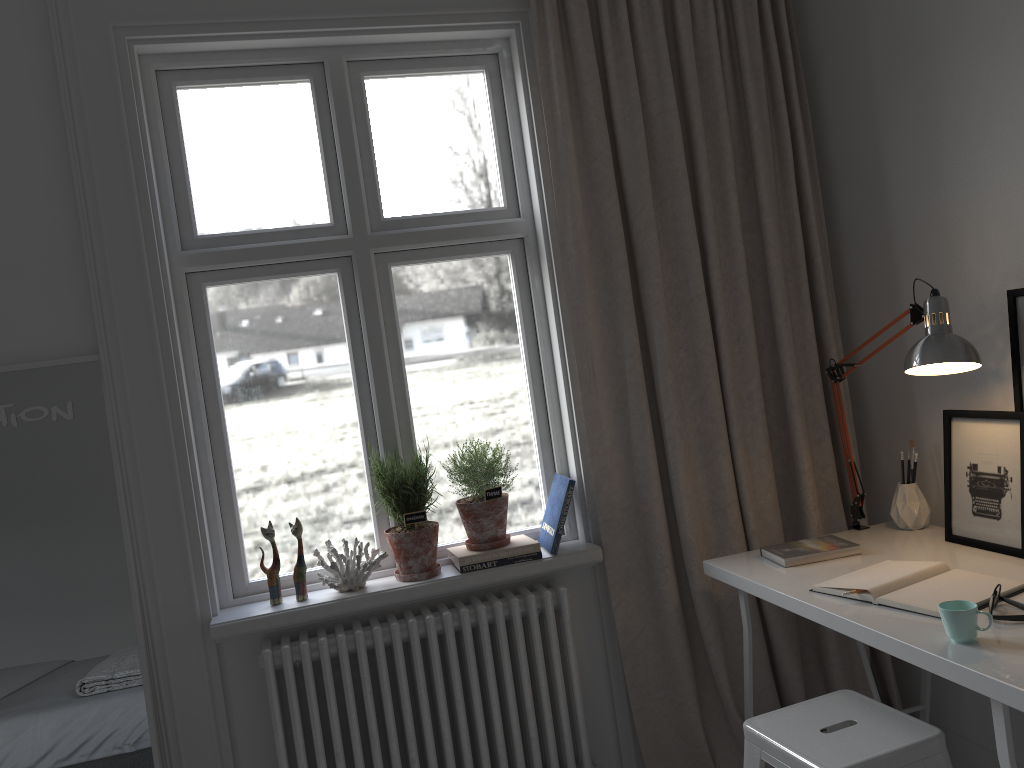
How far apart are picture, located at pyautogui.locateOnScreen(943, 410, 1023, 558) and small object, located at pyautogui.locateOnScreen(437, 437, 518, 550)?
1.2m

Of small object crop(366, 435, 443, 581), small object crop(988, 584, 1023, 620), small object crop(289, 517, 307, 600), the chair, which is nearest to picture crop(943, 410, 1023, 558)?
small object crop(988, 584, 1023, 620)

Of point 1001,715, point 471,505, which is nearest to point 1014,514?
point 1001,715

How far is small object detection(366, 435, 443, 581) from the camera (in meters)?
2.43

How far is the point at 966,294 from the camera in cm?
226

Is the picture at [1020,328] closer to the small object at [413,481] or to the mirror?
the small object at [413,481]

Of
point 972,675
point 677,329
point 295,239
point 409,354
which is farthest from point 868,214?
point 295,239

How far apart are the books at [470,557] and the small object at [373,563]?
0.20m

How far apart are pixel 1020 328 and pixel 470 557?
A: 1.5 meters

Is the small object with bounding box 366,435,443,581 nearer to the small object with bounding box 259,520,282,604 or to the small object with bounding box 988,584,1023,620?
the small object with bounding box 259,520,282,604
